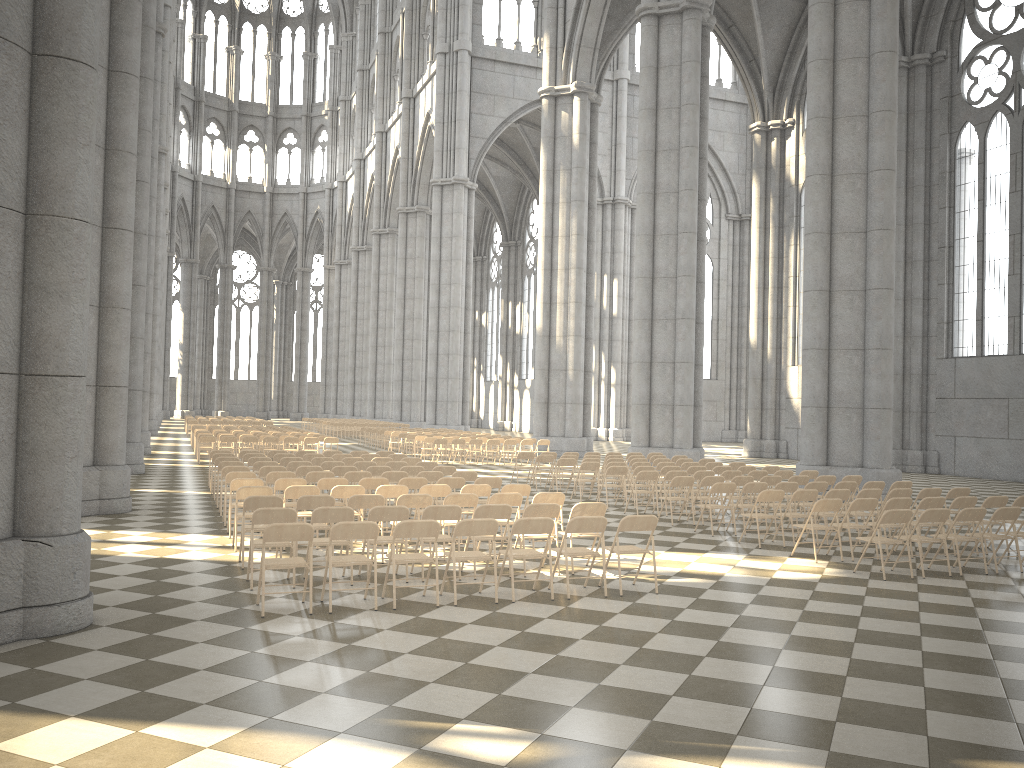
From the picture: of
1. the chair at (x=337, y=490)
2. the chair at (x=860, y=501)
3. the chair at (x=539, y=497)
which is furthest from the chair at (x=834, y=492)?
the chair at (x=337, y=490)

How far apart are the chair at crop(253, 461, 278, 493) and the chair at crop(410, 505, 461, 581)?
6.79m

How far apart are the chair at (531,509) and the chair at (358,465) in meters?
6.9

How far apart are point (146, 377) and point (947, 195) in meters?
27.1

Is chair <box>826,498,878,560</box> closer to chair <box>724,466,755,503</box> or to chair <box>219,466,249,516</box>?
chair <box>724,466,755,503</box>

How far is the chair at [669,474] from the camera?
15.8 meters

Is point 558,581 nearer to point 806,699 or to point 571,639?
point 571,639

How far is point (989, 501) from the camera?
12.4m

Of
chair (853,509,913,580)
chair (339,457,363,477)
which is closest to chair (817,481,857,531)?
chair (853,509,913,580)

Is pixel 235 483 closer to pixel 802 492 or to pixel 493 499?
pixel 493 499
